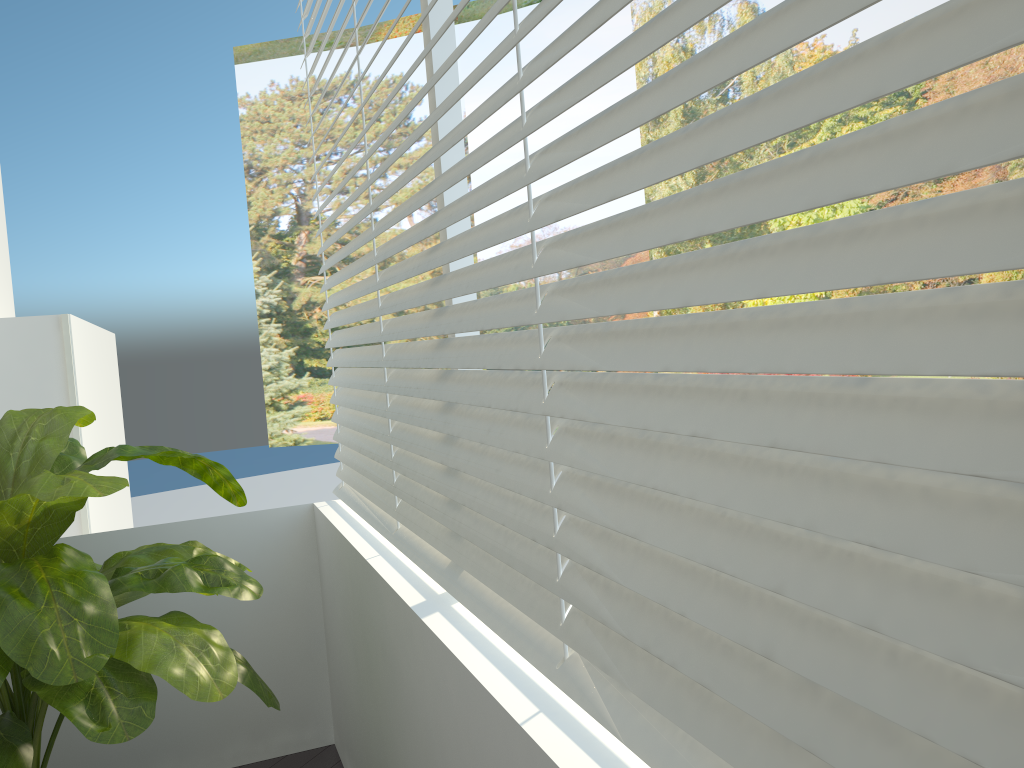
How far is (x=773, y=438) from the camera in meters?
0.7

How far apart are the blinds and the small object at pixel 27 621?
0.32m

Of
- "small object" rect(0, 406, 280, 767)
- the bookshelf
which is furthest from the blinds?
the bookshelf

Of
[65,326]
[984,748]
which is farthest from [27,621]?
[65,326]

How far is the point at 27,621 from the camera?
1.5 meters

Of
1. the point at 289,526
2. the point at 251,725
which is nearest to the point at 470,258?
the point at 289,526

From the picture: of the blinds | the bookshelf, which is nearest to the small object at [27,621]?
the blinds

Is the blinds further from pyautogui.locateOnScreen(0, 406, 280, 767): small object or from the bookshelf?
the bookshelf

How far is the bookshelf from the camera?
3.0 meters

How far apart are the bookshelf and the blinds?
0.91m
